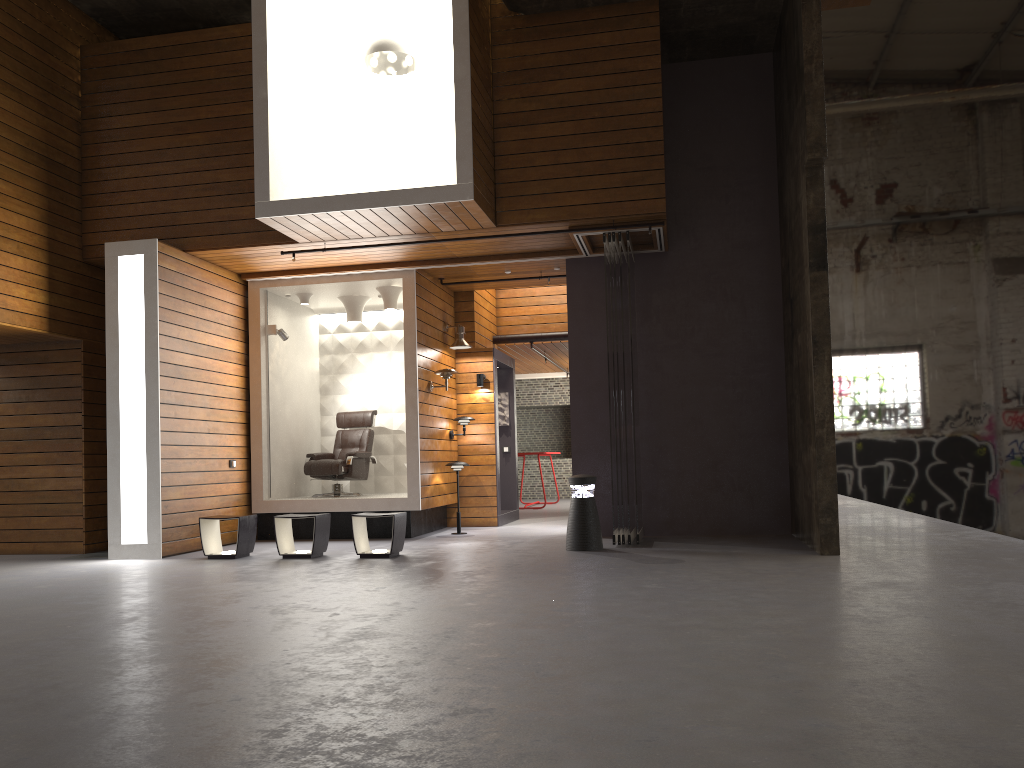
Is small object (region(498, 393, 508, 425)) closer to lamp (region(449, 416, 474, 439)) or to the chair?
lamp (region(449, 416, 474, 439))

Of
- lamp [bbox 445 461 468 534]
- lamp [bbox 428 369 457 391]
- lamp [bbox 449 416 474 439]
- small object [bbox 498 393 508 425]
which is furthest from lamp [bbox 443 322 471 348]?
small object [bbox 498 393 508 425]

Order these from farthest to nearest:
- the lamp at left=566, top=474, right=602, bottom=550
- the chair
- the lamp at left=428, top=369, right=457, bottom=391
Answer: the chair < the lamp at left=428, top=369, right=457, bottom=391 < the lamp at left=566, top=474, right=602, bottom=550

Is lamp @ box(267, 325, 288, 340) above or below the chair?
above

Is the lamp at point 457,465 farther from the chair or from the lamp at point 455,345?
the lamp at point 455,345

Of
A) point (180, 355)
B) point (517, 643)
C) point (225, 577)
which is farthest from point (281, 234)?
point (517, 643)

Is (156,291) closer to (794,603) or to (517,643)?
(517,643)

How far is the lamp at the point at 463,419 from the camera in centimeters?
1098cm

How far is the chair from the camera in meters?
10.6 m

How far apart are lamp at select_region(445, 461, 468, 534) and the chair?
1.2 meters
